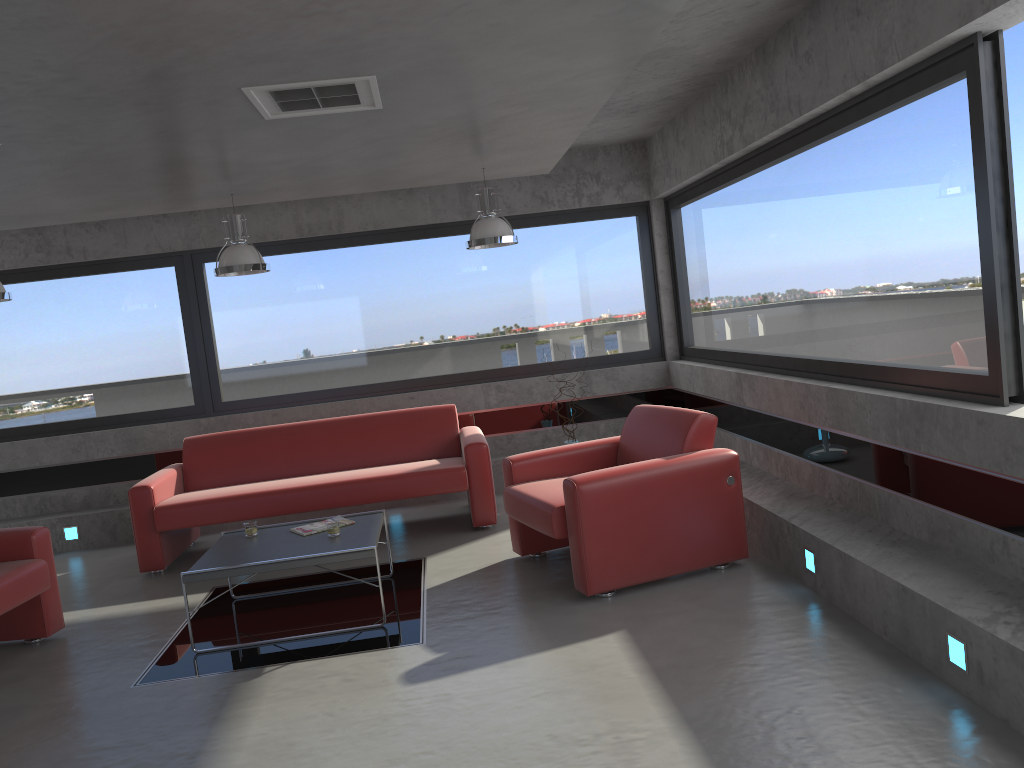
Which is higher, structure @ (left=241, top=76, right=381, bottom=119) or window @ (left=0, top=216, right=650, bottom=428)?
structure @ (left=241, top=76, right=381, bottom=119)

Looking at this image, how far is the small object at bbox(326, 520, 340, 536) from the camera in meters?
5.1

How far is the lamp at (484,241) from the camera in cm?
630

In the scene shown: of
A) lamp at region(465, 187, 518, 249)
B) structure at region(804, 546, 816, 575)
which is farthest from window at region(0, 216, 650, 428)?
structure at region(804, 546, 816, 575)

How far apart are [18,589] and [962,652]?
4.5m

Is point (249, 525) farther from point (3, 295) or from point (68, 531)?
point (68, 531)

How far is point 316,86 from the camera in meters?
3.8

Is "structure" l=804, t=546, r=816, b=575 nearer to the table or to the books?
the table

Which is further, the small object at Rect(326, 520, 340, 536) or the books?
the books

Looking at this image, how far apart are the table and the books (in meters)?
0.04
